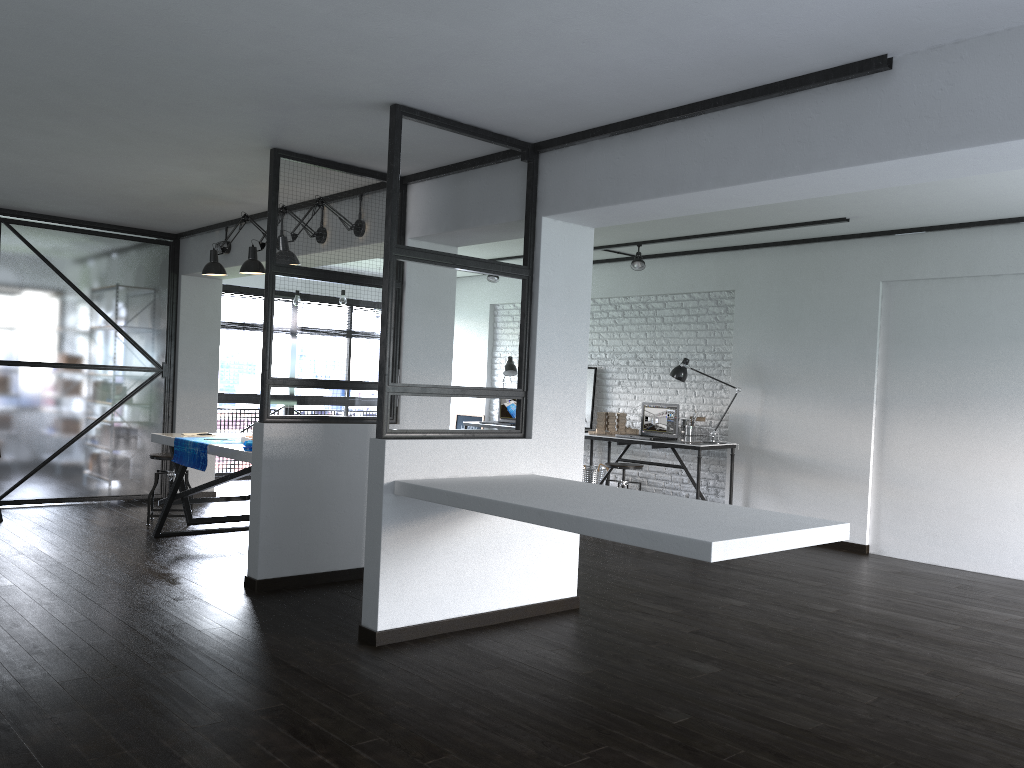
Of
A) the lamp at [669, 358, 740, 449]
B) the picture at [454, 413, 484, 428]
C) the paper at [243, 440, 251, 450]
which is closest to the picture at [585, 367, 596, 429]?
the lamp at [669, 358, 740, 449]

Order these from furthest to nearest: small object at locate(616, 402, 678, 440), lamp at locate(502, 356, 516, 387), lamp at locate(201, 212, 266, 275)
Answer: lamp at locate(502, 356, 516, 387) → small object at locate(616, 402, 678, 440) → lamp at locate(201, 212, 266, 275)

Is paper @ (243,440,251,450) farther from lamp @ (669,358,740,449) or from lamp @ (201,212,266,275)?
lamp @ (669,358,740,449)

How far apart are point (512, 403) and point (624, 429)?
1.63m

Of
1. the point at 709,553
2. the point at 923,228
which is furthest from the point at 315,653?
the point at 923,228

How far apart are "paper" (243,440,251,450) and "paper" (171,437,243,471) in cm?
35

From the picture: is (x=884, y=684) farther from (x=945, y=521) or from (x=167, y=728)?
(x=945, y=521)

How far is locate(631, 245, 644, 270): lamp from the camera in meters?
7.5 m

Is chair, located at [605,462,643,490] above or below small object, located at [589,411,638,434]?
below

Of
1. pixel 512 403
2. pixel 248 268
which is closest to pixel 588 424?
pixel 512 403
